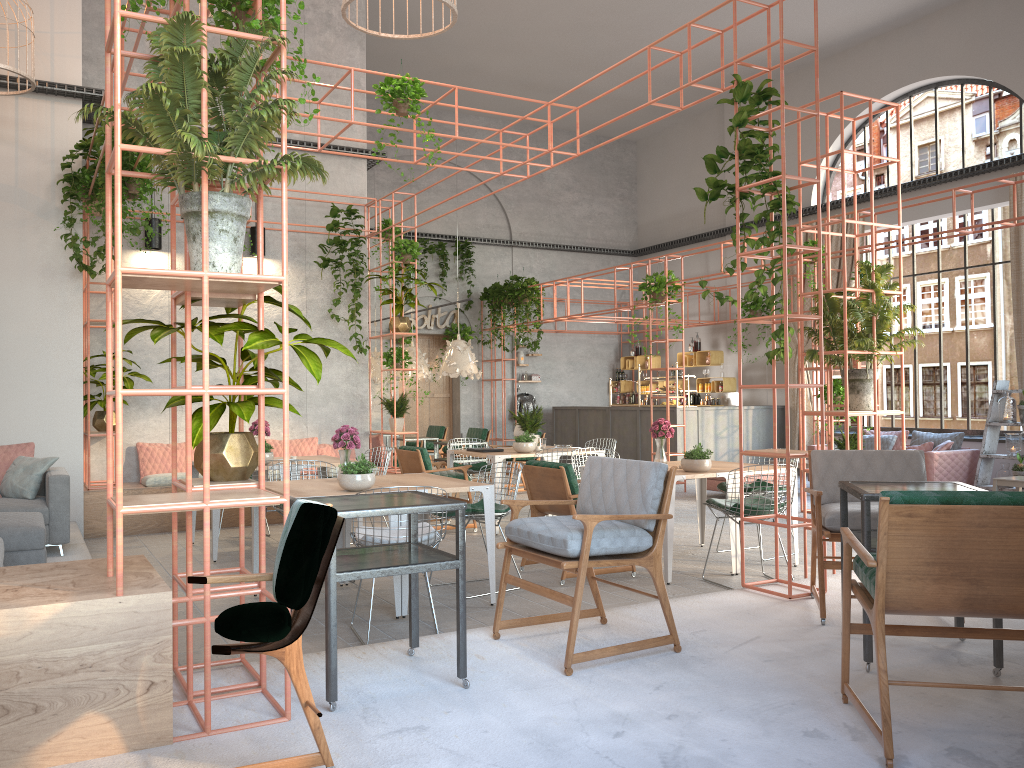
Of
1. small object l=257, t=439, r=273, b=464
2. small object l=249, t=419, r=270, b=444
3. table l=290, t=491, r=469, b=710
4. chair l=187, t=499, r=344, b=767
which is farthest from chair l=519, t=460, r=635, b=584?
chair l=187, t=499, r=344, b=767

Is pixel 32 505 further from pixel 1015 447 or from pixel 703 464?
pixel 1015 447

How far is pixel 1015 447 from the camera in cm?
1163

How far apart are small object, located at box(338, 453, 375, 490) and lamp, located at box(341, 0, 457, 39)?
3.4m

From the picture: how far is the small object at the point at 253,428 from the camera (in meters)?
8.88

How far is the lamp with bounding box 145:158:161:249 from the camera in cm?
1033

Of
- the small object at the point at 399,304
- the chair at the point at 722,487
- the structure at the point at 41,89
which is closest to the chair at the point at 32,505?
the structure at the point at 41,89

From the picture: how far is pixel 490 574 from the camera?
6.09m

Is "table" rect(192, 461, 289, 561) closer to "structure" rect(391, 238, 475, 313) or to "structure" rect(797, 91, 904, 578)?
"structure" rect(797, 91, 904, 578)

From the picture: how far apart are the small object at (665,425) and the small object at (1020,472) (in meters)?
6.14
